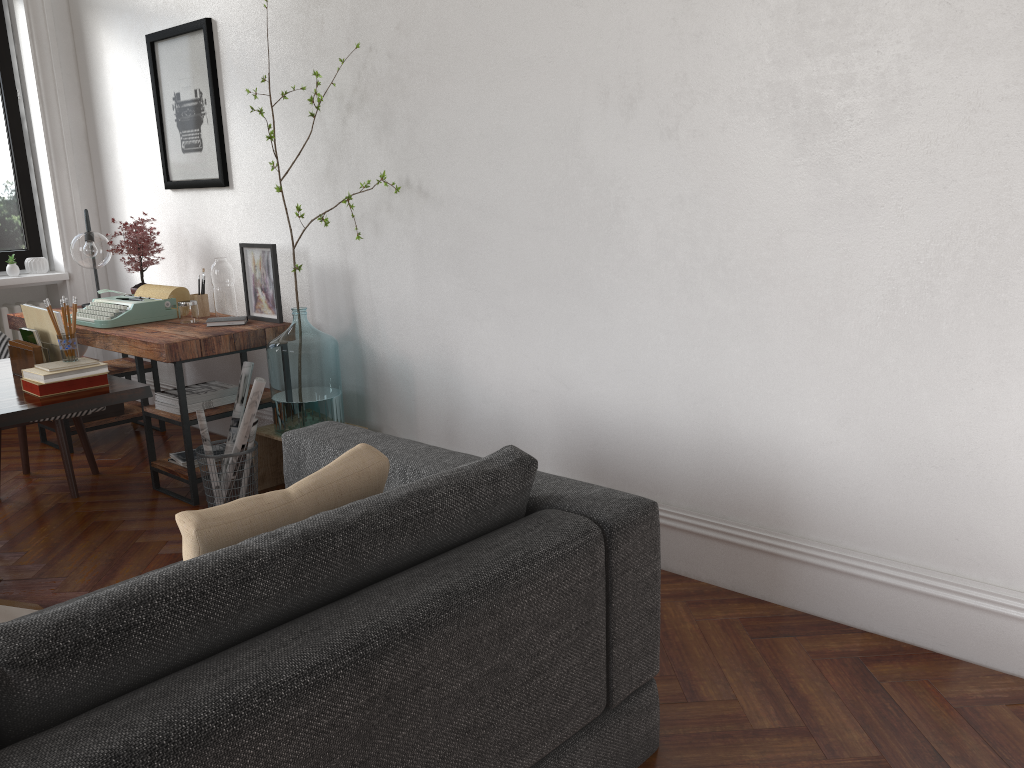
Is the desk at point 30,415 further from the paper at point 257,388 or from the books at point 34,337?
the paper at point 257,388

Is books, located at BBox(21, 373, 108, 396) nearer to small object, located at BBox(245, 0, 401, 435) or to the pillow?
small object, located at BBox(245, 0, 401, 435)

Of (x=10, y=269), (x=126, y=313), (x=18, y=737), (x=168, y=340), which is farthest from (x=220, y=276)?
(x=18, y=737)

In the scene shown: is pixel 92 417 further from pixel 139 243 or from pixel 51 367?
pixel 51 367

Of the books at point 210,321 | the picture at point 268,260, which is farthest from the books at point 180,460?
the picture at point 268,260

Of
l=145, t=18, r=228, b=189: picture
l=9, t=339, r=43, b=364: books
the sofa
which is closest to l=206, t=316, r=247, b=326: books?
l=145, t=18, r=228, b=189: picture

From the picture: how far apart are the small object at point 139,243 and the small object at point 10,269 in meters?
1.1 m

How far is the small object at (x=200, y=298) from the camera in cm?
450

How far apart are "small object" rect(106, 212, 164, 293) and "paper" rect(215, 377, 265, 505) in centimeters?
161cm

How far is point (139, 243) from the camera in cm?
478
